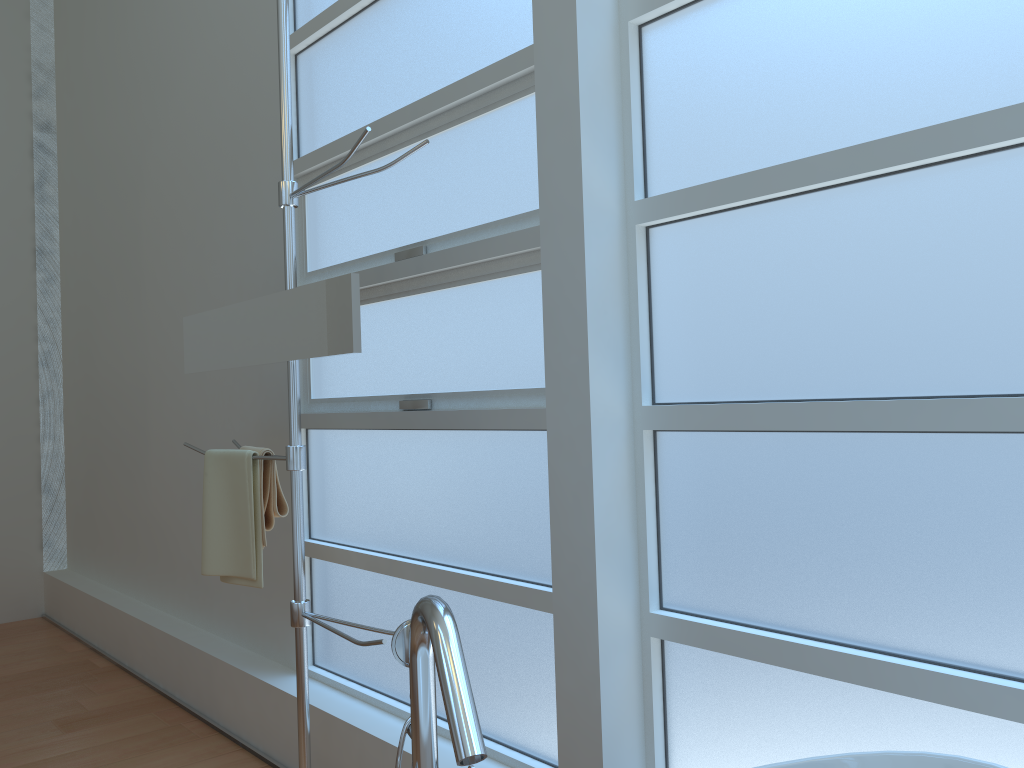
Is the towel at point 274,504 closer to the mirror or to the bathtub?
the mirror

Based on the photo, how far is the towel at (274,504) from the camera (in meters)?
2.33

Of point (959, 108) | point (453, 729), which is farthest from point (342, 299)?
point (959, 108)

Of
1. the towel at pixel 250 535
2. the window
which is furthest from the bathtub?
the towel at pixel 250 535

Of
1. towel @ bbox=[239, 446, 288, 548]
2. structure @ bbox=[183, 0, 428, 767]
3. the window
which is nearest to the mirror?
structure @ bbox=[183, 0, 428, 767]

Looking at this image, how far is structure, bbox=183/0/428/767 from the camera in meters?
2.1

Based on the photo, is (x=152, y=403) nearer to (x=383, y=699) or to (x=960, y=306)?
(x=383, y=699)

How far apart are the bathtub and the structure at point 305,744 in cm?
76

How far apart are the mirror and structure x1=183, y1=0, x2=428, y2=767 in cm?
3

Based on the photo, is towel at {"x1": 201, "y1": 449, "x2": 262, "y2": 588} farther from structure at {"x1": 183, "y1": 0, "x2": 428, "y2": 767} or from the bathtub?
the bathtub
